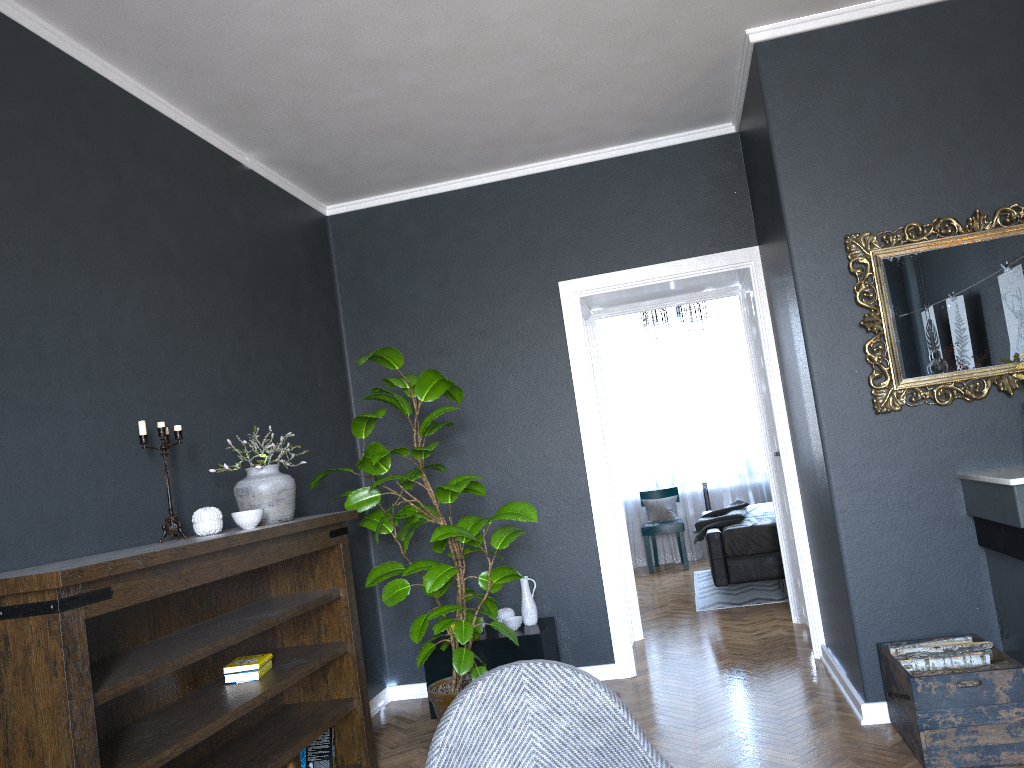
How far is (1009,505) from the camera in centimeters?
313cm

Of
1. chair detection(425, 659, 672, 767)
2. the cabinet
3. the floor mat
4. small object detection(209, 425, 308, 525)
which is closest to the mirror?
the cabinet

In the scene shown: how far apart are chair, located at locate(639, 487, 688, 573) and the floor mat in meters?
0.4 m

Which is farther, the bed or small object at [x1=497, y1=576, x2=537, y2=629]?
the bed

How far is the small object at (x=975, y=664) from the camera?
3.20m

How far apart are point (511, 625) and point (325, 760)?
1.3 meters

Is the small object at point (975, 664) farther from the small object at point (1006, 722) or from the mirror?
the mirror

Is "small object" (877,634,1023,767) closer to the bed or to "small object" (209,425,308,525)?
"small object" (209,425,308,525)

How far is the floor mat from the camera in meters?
6.7 m

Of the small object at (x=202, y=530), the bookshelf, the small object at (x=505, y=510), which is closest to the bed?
the small object at (x=505, y=510)
